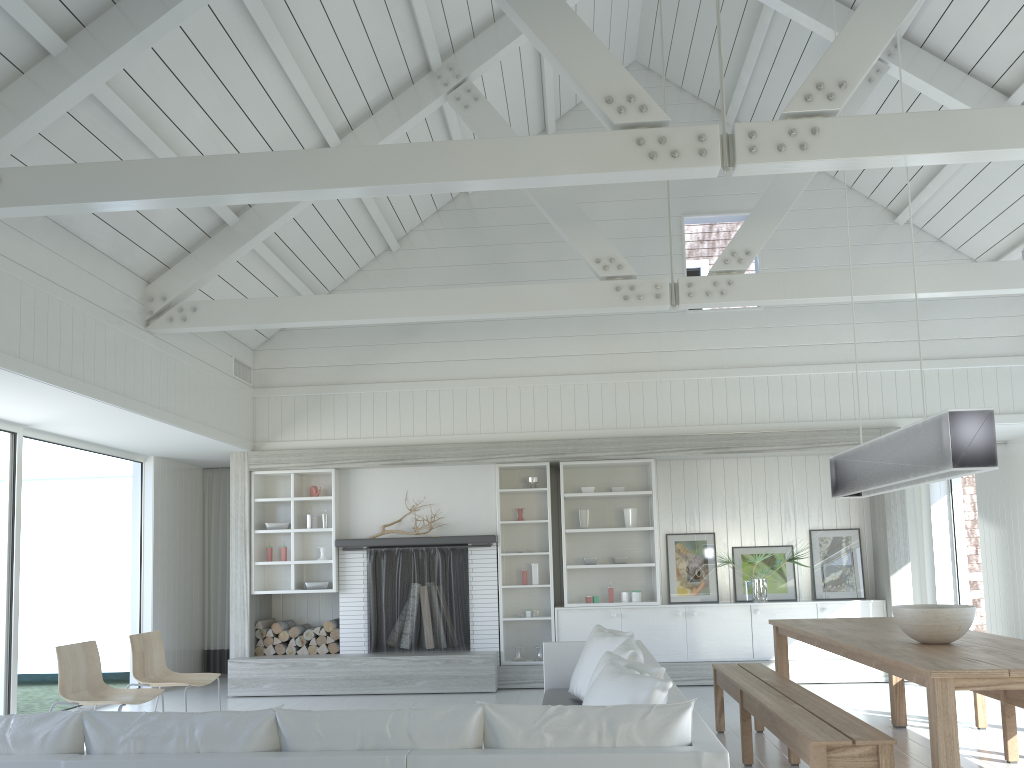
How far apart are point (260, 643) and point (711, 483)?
4.77m

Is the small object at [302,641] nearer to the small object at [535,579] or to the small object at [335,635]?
the small object at [335,635]

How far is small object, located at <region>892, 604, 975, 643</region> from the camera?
4.2m

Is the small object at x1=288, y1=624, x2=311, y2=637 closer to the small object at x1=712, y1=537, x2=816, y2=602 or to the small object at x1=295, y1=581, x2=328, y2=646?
the small object at x1=295, y1=581, x2=328, y2=646

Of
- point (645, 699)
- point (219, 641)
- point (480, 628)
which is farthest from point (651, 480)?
point (645, 699)

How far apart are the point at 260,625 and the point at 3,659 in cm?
250

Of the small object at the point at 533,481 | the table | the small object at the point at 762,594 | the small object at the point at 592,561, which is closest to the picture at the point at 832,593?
the small object at the point at 762,594

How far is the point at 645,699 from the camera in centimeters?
359cm

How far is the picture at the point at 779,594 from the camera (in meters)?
8.64

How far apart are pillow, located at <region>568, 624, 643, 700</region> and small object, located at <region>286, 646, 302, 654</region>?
3.5m
